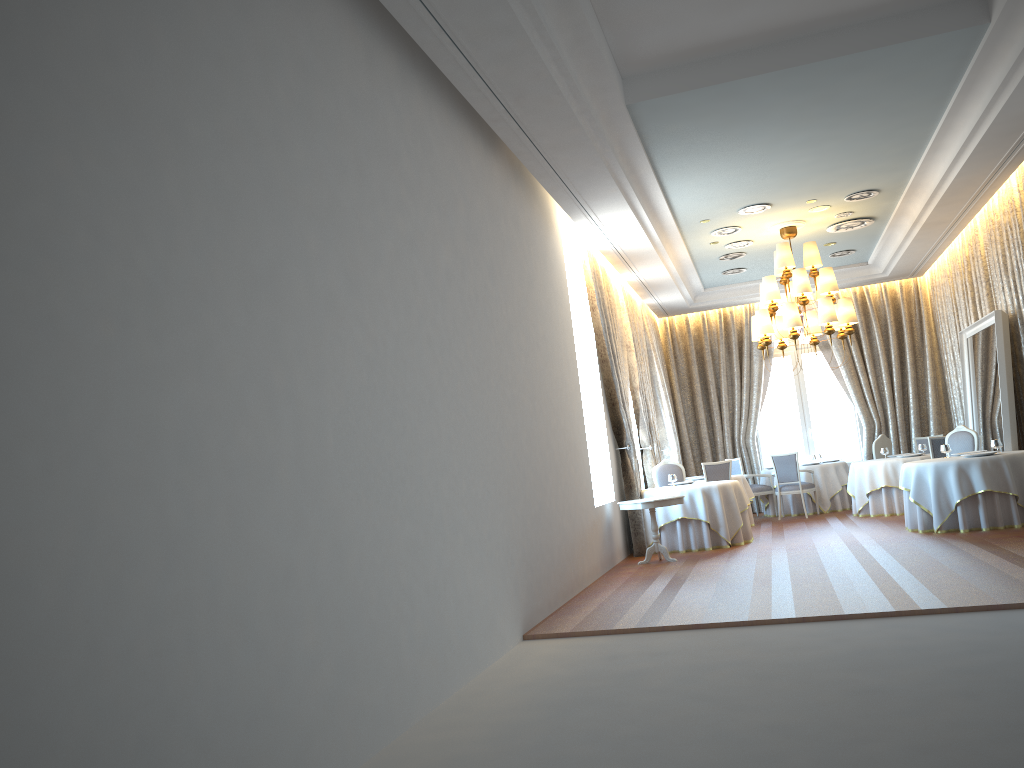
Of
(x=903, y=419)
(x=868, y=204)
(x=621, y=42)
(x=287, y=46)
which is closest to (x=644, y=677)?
(x=287, y=46)

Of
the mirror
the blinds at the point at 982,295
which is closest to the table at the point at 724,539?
the mirror

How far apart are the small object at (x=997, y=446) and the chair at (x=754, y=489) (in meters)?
5.31

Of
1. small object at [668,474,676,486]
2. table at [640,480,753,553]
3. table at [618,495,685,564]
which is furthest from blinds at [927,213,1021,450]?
table at [618,495,685,564]

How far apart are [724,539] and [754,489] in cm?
439

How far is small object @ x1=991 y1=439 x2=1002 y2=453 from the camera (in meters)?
10.61

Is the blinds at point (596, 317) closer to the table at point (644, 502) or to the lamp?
the table at point (644, 502)

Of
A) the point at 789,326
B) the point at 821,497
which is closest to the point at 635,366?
the point at 789,326

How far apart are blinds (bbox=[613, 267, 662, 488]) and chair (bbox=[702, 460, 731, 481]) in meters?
1.0 m

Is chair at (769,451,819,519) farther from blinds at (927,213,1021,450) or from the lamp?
blinds at (927,213,1021,450)
